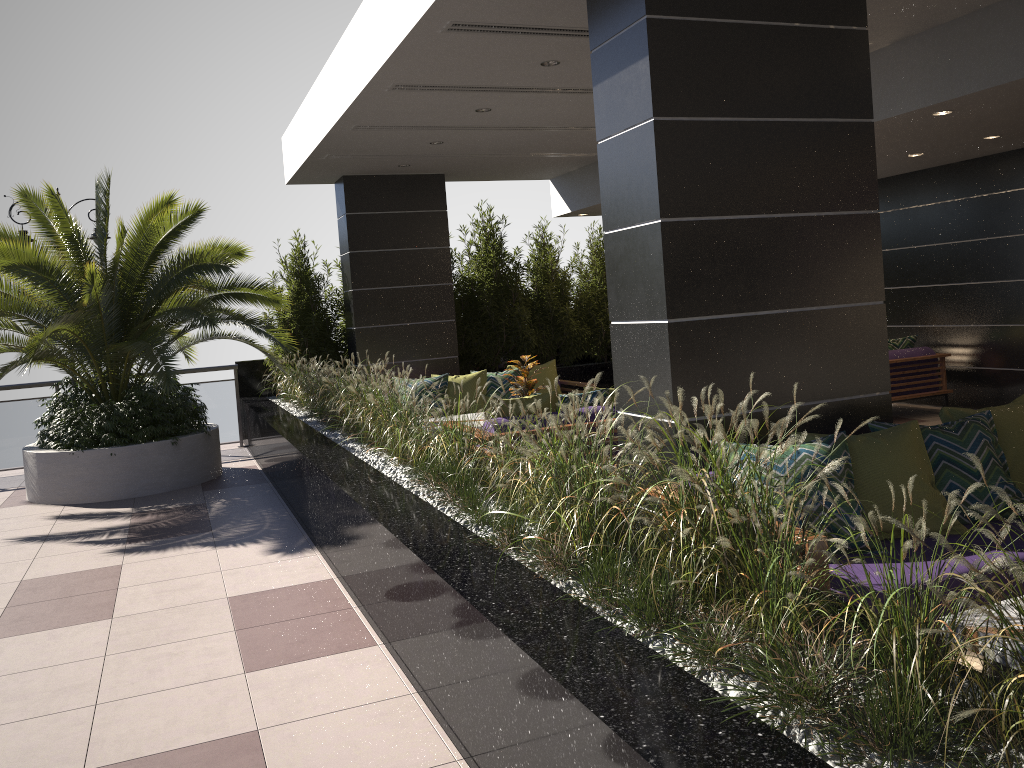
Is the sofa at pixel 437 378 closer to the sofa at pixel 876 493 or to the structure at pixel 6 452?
the structure at pixel 6 452

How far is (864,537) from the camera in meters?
3.6

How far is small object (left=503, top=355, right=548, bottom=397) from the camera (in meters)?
7.99

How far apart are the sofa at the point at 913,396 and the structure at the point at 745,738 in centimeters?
425cm

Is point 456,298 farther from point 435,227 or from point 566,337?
point 566,337

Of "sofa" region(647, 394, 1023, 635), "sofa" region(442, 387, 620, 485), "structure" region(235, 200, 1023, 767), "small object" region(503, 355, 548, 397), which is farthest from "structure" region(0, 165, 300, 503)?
"sofa" region(647, 394, 1023, 635)

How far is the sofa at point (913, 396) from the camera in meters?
9.4

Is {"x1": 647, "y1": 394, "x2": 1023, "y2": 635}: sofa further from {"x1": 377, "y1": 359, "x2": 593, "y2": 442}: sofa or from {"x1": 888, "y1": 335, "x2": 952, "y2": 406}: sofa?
{"x1": 377, "y1": 359, "x2": 593, "y2": 442}: sofa

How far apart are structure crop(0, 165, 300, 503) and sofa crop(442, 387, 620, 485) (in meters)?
3.24

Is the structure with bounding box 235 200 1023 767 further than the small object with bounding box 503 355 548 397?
No
